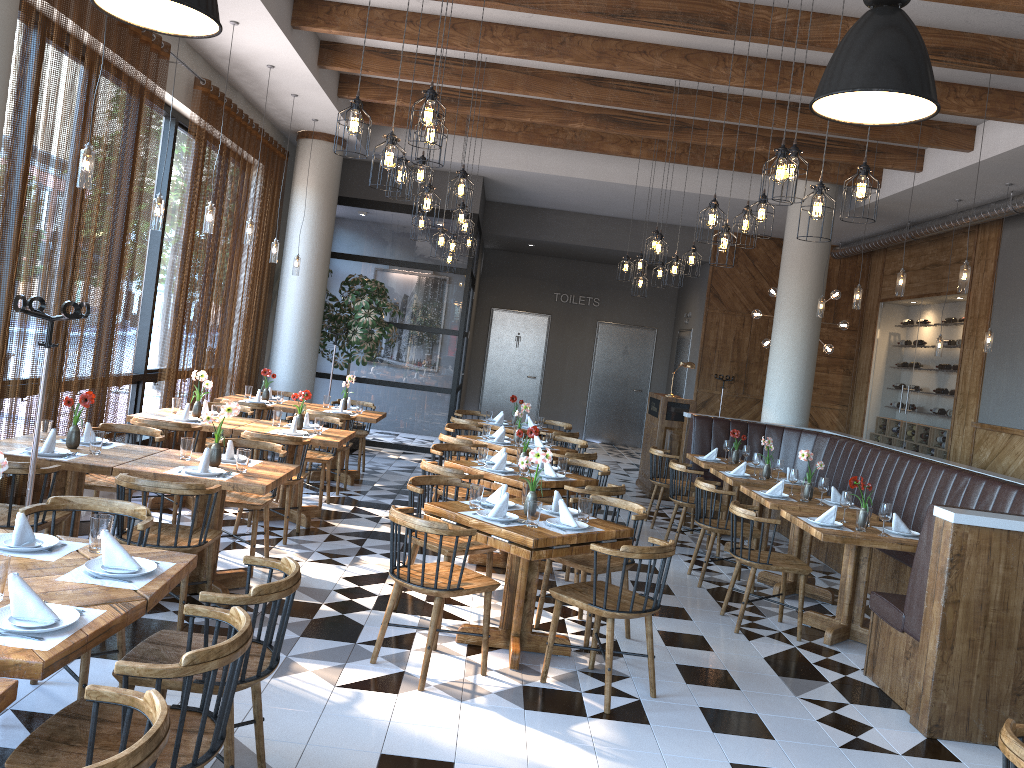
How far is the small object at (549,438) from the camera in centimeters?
869cm

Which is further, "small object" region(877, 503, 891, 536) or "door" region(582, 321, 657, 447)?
"door" region(582, 321, 657, 447)

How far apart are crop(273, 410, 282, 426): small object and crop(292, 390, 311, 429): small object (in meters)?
0.25

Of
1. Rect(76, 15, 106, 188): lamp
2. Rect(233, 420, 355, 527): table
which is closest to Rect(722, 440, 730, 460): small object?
Rect(233, 420, 355, 527): table

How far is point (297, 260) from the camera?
10.5 meters

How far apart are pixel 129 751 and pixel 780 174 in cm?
402

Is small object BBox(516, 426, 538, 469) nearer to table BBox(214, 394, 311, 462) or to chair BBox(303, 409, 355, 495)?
chair BBox(303, 409, 355, 495)

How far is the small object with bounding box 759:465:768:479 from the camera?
8.2m

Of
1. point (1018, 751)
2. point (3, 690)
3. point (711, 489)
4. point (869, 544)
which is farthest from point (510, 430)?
point (3, 690)

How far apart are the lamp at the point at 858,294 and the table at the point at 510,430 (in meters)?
3.95
